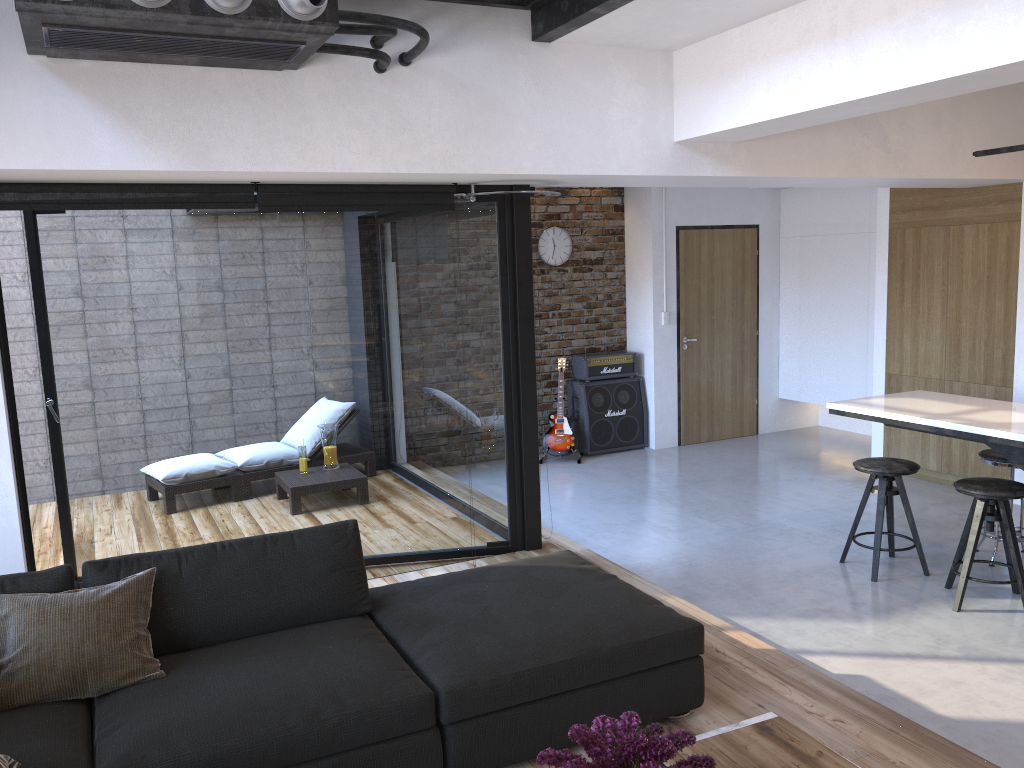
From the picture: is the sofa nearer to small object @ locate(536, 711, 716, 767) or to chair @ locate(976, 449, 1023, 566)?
small object @ locate(536, 711, 716, 767)

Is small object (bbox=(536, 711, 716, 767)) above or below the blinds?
below

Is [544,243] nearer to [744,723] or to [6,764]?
[744,723]

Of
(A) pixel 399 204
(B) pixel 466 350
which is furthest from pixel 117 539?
(A) pixel 399 204

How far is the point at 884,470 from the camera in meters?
4.9 m

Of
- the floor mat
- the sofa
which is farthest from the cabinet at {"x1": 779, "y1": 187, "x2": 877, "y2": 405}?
the floor mat

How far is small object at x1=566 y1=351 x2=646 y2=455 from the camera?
8.4m

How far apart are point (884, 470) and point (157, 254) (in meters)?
4.08

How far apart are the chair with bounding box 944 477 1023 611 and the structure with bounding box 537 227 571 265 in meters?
4.6

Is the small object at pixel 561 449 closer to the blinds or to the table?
the blinds
